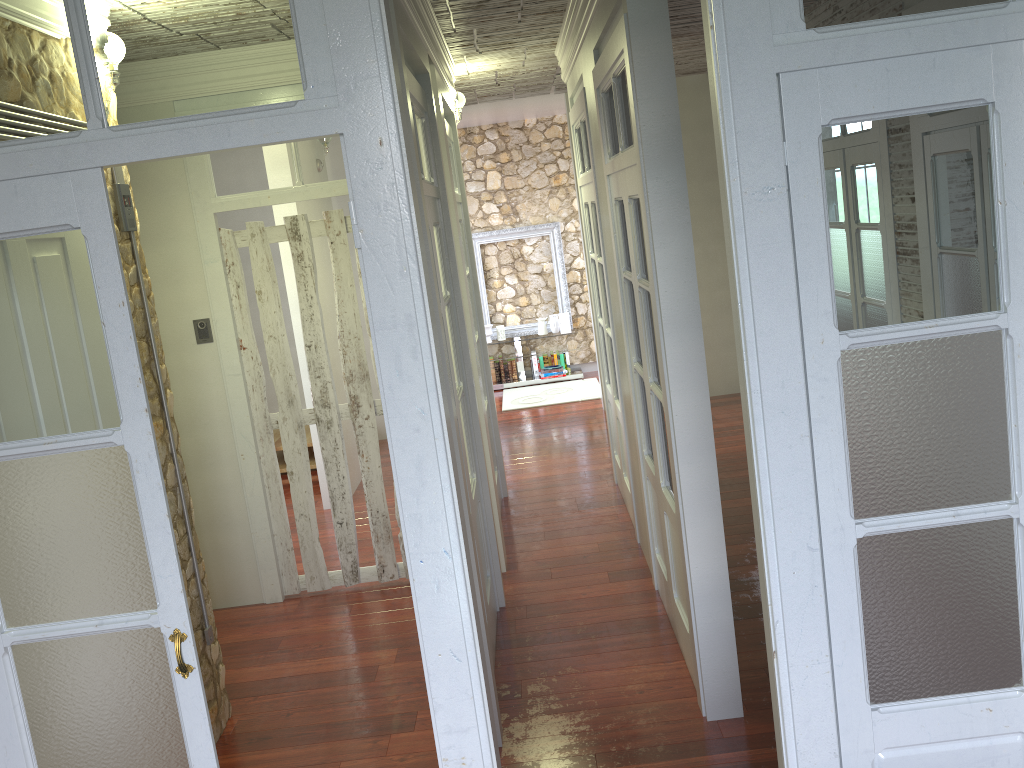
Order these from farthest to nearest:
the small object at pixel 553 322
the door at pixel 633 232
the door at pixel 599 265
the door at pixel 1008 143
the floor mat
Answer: the small object at pixel 553 322, the floor mat, the door at pixel 599 265, the door at pixel 633 232, the door at pixel 1008 143

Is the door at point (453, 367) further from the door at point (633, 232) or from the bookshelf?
the door at point (633, 232)

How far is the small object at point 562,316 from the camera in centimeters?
998cm

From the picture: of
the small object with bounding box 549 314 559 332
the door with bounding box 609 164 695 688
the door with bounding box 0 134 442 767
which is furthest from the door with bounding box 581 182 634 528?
the small object with bounding box 549 314 559 332

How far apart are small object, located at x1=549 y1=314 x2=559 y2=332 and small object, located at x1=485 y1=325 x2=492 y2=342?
0.7m

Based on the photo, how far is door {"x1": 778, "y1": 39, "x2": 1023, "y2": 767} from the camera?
1.8 meters

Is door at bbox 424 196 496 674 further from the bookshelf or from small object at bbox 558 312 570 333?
small object at bbox 558 312 570 333

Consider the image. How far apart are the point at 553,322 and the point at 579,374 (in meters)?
0.66

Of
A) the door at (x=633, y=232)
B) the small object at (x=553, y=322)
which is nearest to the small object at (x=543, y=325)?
the small object at (x=553, y=322)

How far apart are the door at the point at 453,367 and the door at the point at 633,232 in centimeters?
81cm
